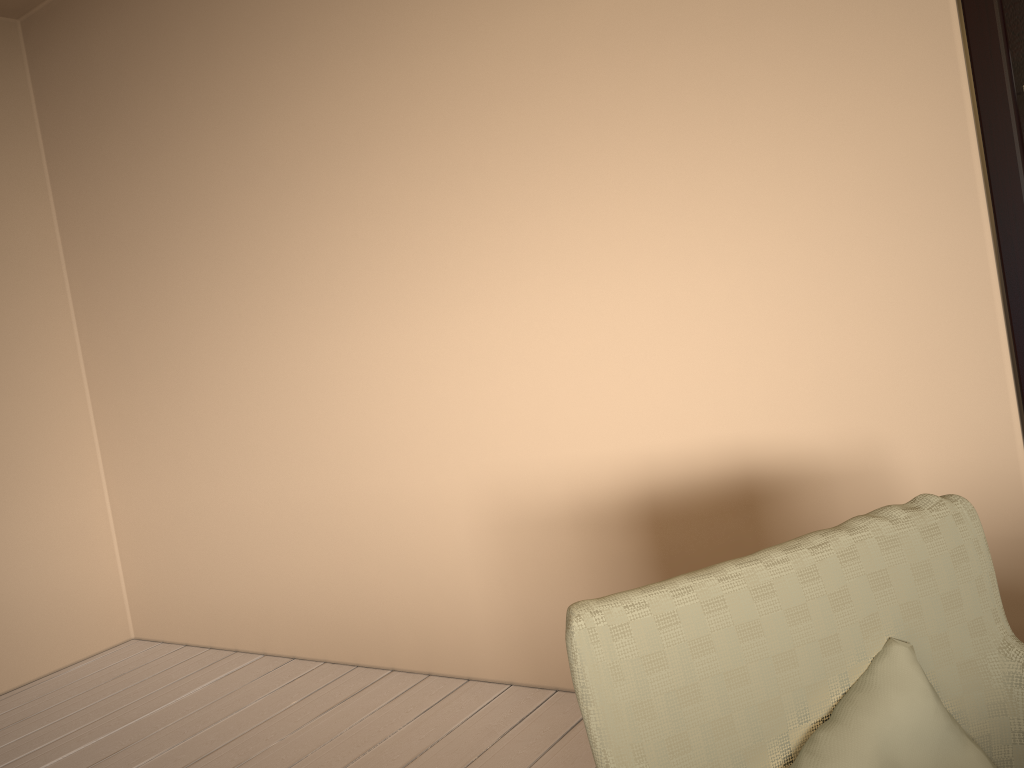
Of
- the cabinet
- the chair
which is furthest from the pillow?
the cabinet

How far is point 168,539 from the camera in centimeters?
347cm

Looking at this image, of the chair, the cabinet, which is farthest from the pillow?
the cabinet

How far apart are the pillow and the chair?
0.0 meters

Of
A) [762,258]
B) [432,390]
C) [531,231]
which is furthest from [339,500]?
[762,258]

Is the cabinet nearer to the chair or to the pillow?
the chair

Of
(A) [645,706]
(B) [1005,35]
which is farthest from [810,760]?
(B) [1005,35]

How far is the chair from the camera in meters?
0.9

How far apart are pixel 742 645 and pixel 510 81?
1.74m

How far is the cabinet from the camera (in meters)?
1.67
